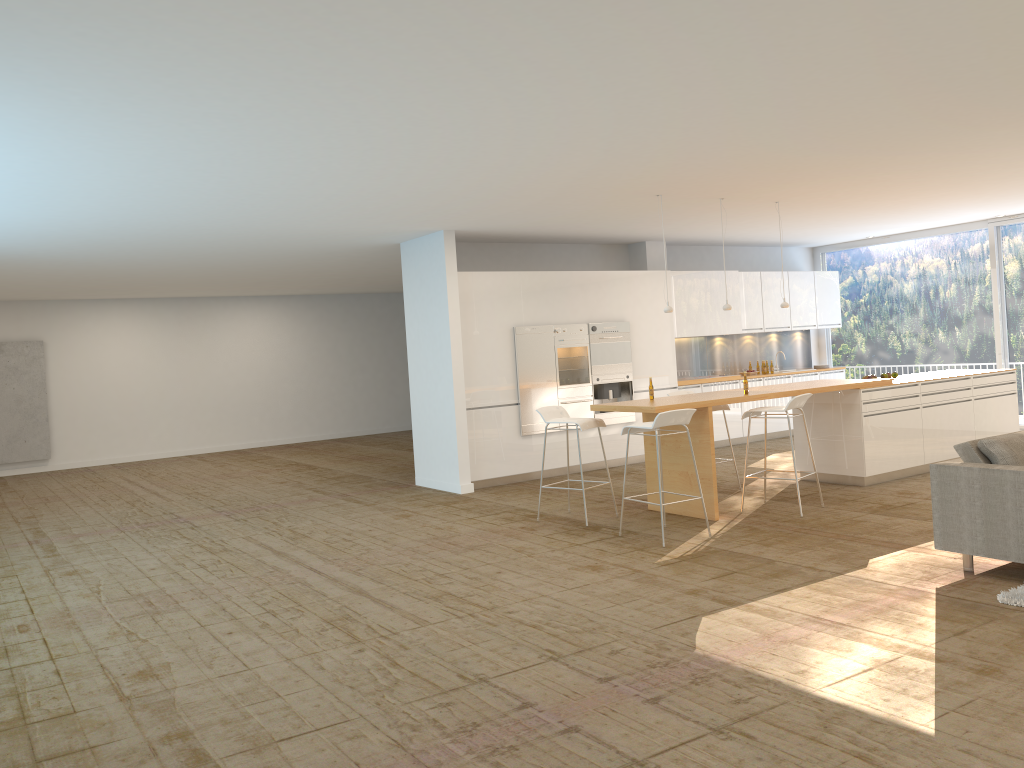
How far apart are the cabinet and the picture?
9.2 meters

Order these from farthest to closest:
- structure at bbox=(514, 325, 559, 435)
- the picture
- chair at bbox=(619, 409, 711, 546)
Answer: the picture → structure at bbox=(514, 325, 559, 435) → chair at bbox=(619, 409, 711, 546)

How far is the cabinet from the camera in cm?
1040

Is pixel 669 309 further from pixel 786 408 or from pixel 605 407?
pixel 786 408

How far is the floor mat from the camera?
4.9m

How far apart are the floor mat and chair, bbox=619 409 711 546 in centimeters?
261cm

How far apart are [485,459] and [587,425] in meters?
2.7 m

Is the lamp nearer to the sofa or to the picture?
the sofa

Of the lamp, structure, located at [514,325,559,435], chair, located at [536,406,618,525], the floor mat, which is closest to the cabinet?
structure, located at [514,325,559,435]

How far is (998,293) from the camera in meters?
12.4
